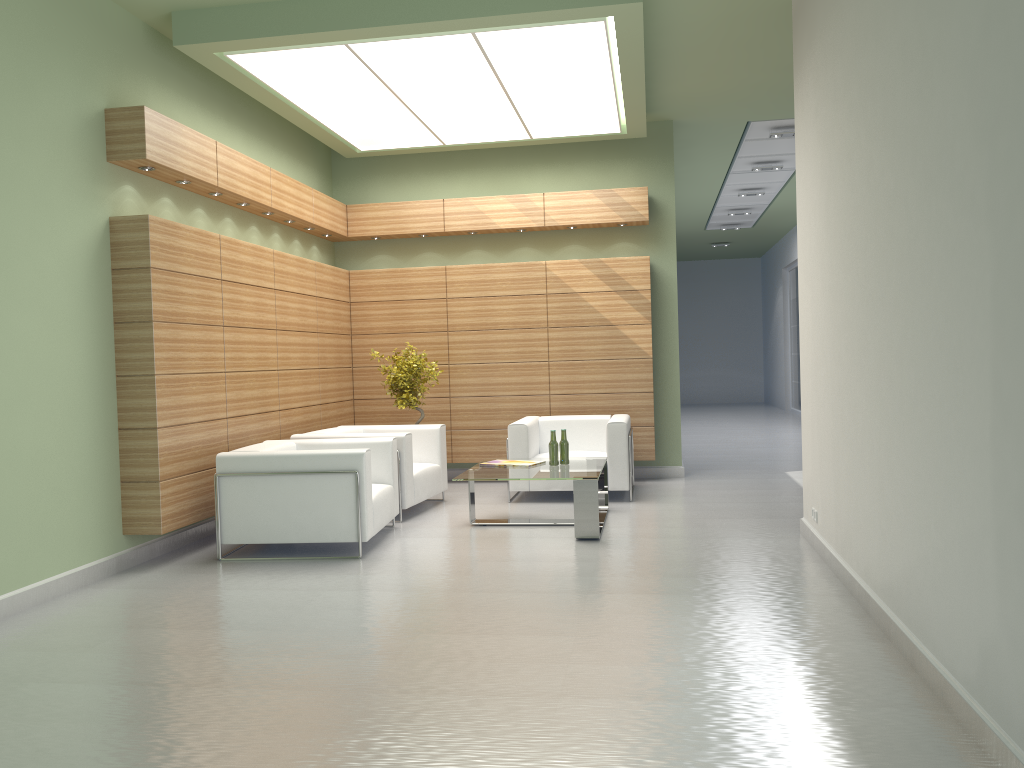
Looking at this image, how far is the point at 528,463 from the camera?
12.0m

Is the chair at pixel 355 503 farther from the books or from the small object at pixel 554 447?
the small object at pixel 554 447

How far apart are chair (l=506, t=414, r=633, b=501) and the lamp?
4.74m

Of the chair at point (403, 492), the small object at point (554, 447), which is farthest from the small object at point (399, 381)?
the small object at point (554, 447)

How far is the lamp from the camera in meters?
10.6

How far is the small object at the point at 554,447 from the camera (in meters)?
11.79

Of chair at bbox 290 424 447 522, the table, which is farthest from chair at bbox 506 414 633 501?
chair at bbox 290 424 447 522

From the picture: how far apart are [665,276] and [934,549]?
10.59m

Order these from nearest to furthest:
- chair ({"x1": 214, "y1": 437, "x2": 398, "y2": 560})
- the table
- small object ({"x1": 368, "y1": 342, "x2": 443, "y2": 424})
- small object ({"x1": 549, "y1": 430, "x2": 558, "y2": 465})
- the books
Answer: chair ({"x1": 214, "y1": 437, "x2": 398, "y2": 560}) → the table → small object ({"x1": 549, "y1": 430, "x2": 558, "y2": 465}) → the books → small object ({"x1": 368, "y1": 342, "x2": 443, "y2": 424})

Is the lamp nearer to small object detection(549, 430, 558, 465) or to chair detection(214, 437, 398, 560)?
chair detection(214, 437, 398, 560)
